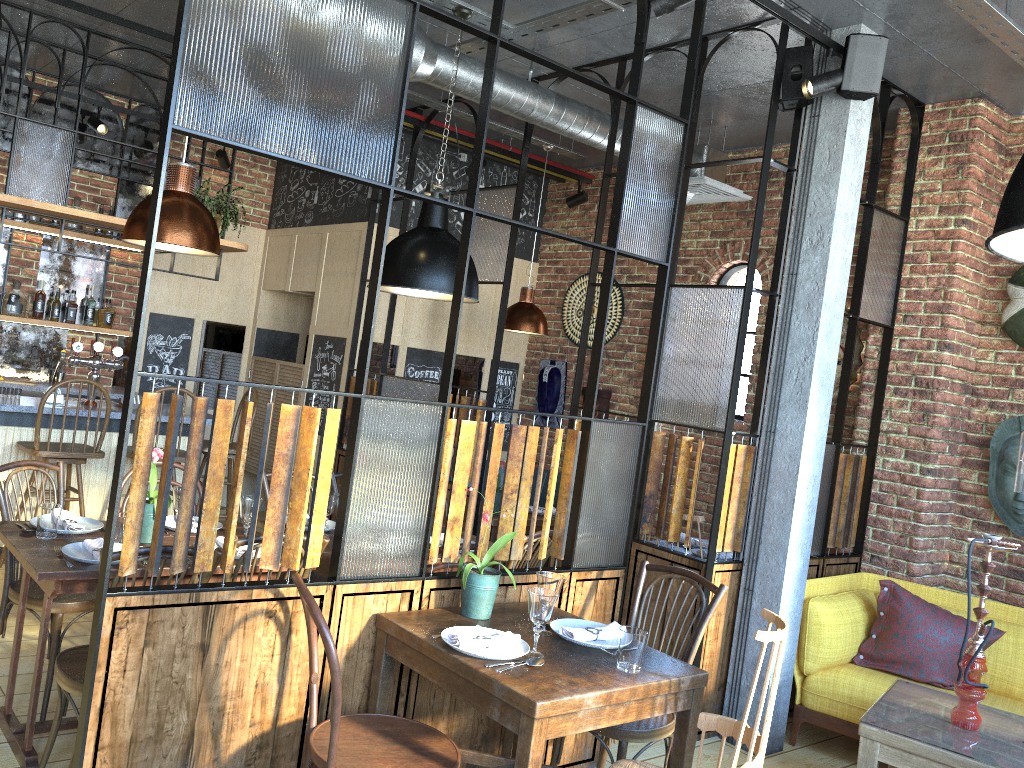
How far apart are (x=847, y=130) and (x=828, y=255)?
0.6m

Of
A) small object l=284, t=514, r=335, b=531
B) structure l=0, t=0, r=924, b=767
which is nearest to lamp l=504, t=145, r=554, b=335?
structure l=0, t=0, r=924, b=767

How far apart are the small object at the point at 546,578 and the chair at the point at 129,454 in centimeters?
316cm

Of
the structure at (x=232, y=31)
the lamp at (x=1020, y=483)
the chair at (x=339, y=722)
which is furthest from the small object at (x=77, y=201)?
the lamp at (x=1020, y=483)

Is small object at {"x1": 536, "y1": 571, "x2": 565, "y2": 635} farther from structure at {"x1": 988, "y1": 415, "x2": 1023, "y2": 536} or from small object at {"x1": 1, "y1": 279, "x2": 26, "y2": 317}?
small object at {"x1": 1, "y1": 279, "x2": 26, "y2": 317}

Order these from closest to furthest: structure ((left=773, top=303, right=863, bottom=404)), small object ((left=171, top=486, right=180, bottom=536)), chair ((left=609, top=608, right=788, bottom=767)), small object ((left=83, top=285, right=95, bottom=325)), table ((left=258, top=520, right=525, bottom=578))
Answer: chair ((left=609, top=608, right=788, bottom=767)) < small object ((left=171, top=486, right=180, bottom=536)) < table ((left=258, top=520, right=525, bottom=578)) < structure ((left=773, top=303, right=863, bottom=404)) < small object ((left=83, top=285, right=95, bottom=325))

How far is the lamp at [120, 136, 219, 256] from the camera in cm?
309

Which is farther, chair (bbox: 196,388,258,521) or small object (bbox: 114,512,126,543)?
chair (bbox: 196,388,258,521)

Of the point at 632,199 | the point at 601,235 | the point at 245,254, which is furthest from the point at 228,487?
the point at 632,199

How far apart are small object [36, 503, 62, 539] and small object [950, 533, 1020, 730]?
3.30m
